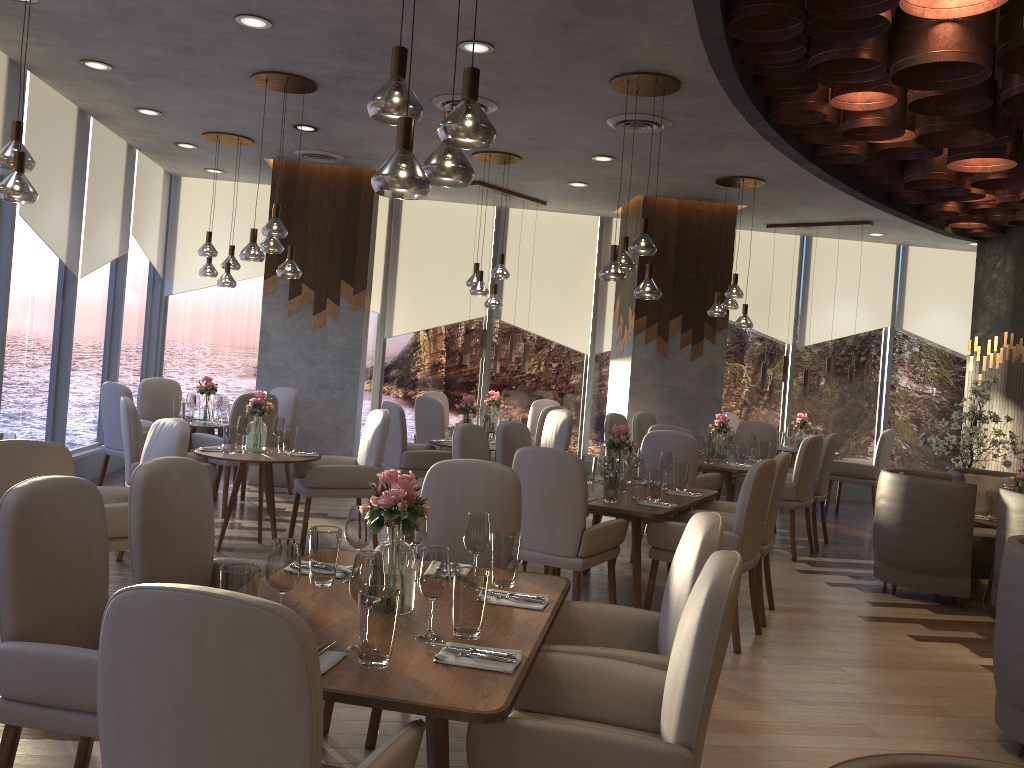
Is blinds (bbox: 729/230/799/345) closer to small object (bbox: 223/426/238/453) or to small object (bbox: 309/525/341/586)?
small object (bbox: 223/426/238/453)

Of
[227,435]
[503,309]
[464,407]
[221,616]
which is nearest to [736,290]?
[464,407]

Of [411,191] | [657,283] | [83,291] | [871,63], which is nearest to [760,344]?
[657,283]

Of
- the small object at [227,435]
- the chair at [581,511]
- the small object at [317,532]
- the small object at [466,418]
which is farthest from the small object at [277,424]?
the small object at [317,532]

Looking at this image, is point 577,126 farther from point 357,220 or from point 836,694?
point 836,694

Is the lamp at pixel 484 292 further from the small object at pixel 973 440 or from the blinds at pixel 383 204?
the small object at pixel 973 440

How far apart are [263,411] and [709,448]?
3.7 meters

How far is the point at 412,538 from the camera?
3.0 meters

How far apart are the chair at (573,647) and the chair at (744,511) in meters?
1.8 m

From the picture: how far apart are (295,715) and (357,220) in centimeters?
769cm
